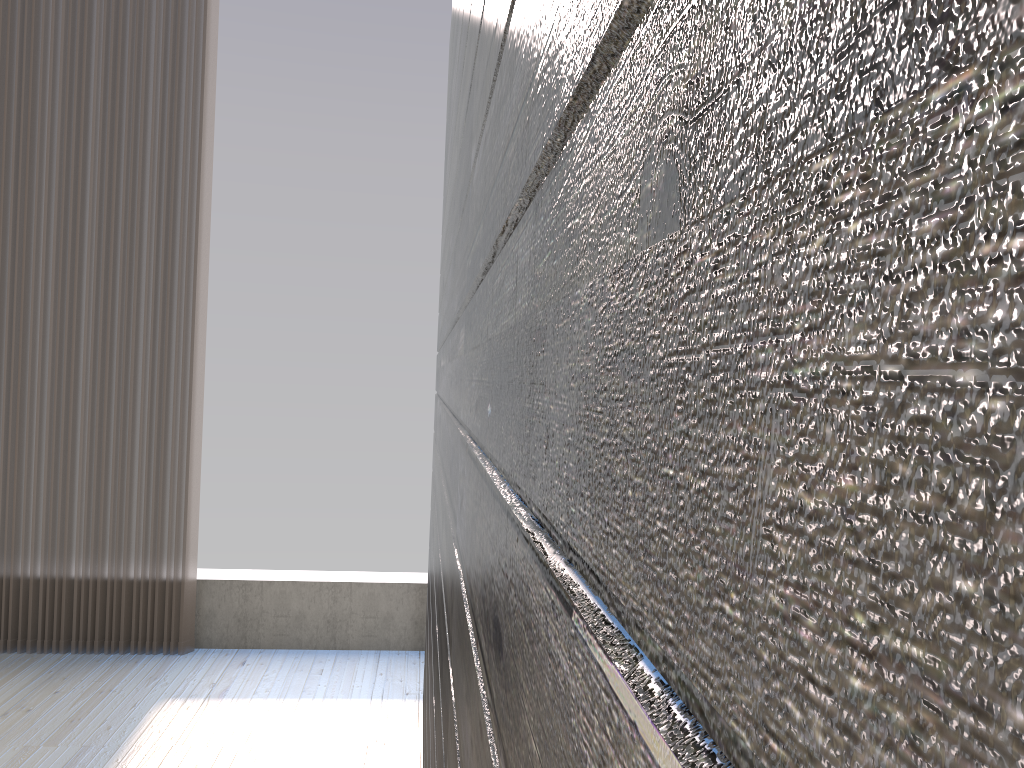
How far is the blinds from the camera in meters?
3.2

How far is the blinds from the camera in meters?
3.2 m

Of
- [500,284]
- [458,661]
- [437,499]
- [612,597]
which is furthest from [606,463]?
[437,499]
